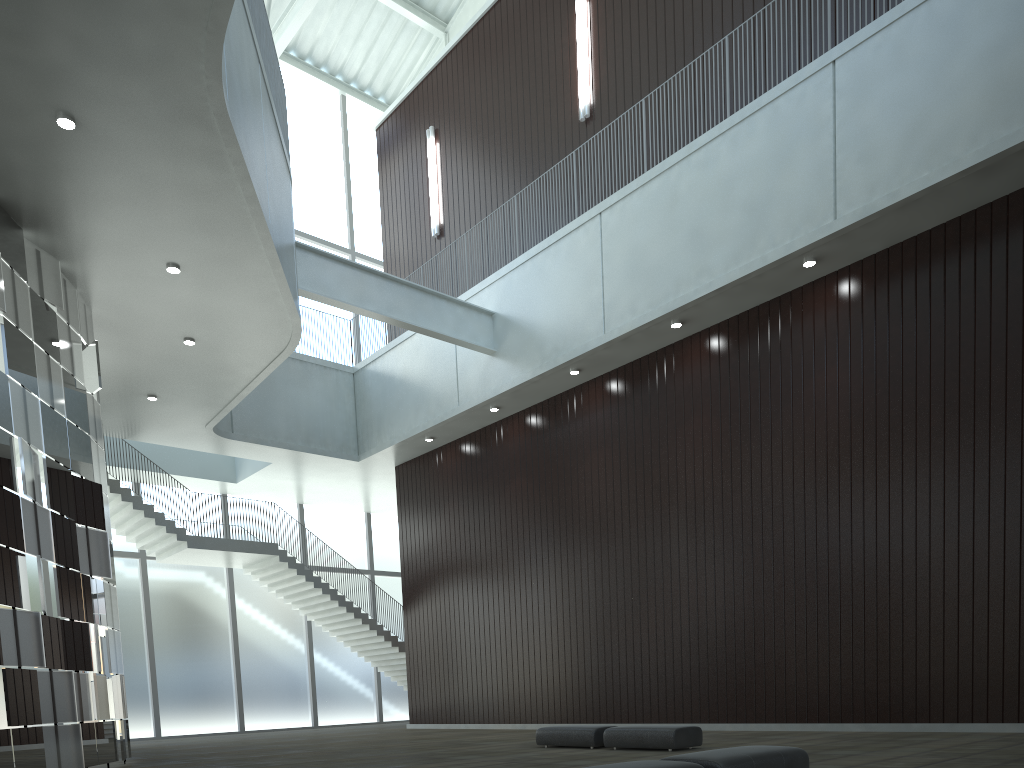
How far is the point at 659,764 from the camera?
16.44m

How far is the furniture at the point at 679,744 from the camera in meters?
31.2 m

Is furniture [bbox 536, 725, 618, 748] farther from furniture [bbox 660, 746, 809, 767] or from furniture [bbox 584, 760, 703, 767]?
furniture [bbox 584, 760, 703, 767]

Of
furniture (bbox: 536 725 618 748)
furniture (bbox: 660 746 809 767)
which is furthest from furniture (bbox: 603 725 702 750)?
furniture (bbox: 660 746 809 767)

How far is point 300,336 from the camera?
49.5m

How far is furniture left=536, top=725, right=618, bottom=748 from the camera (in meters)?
34.26

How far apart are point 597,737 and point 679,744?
4.33m

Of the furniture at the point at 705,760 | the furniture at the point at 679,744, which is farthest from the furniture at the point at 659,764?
the furniture at the point at 679,744

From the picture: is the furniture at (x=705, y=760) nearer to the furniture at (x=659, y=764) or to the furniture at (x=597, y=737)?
the furniture at (x=659, y=764)

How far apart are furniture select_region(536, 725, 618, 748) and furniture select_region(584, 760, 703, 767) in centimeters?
1864cm
